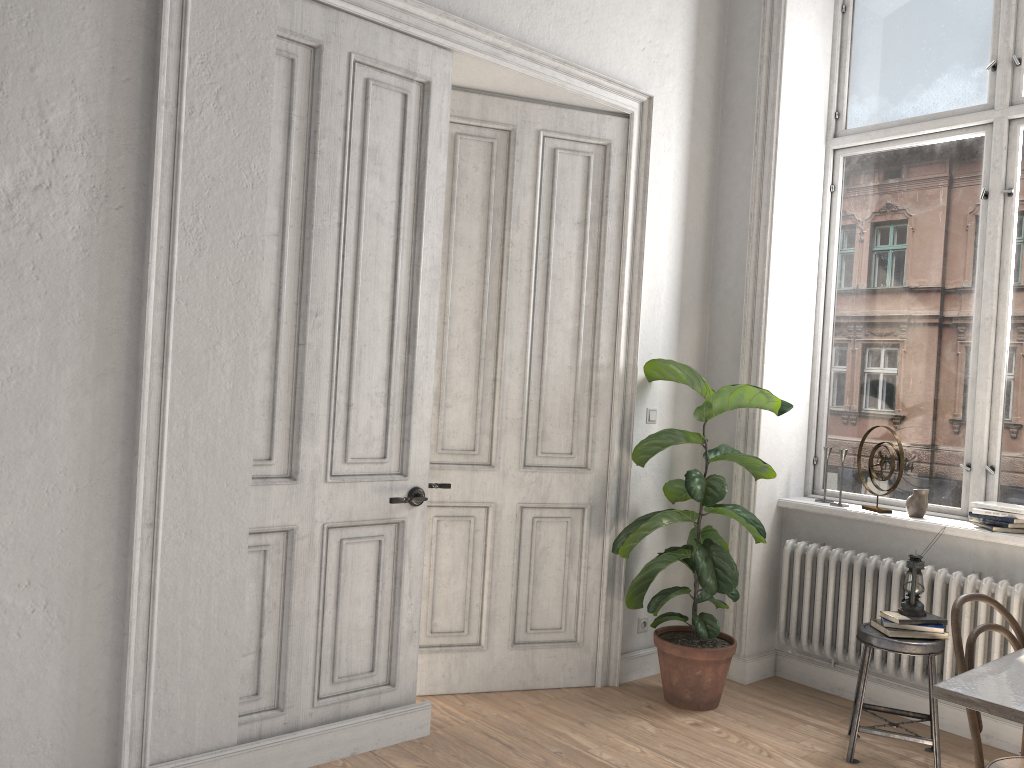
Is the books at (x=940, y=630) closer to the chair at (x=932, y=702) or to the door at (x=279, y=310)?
the chair at (x=932, y=702)

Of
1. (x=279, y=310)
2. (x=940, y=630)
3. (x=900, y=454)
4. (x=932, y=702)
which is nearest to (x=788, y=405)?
(x=900, y=454)

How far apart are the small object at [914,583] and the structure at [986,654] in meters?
0.3 m

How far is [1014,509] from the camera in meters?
3.9 m

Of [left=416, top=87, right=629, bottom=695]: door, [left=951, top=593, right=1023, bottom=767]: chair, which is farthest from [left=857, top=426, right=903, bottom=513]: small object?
[left=951, top=593, right=1023, bottom=767]: chair

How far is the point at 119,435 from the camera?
2.8 meters

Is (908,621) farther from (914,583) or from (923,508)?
(923,508)

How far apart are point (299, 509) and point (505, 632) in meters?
1.4 m

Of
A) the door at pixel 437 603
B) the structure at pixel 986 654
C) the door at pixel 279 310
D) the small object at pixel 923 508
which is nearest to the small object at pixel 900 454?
the small object at pixel 923 508

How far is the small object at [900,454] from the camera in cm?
423
